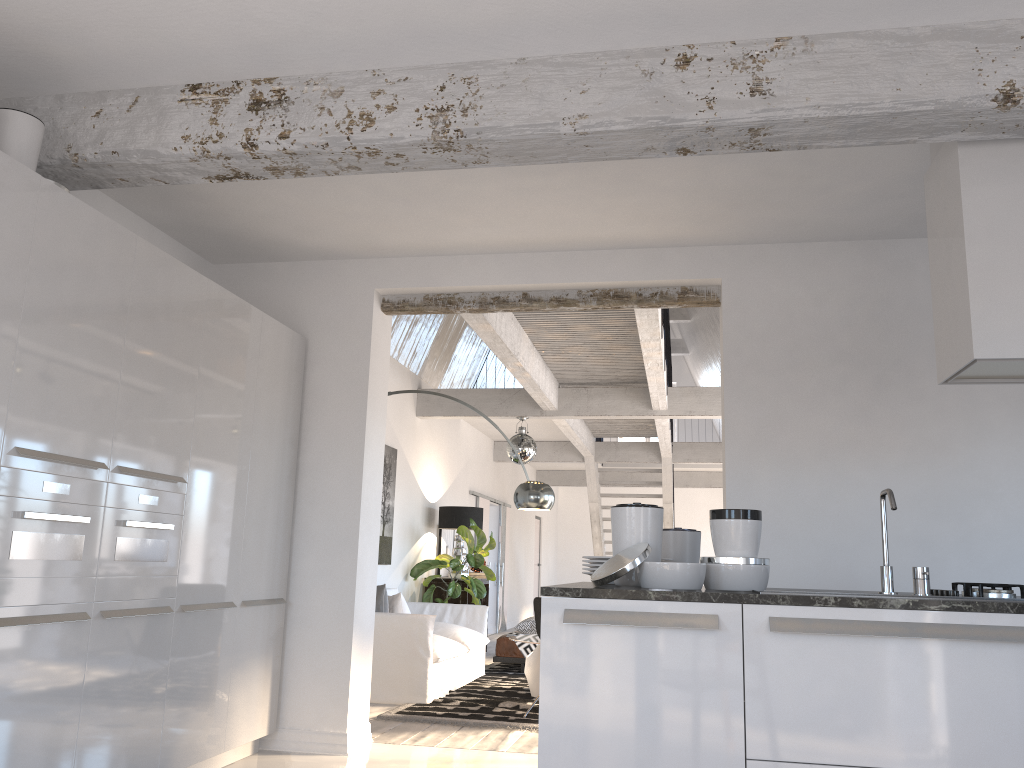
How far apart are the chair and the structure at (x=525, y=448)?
3.26m

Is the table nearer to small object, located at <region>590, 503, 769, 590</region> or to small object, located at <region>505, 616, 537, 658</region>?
small object, located at <region>505, 616, 537, 658</region>

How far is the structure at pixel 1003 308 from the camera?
3.14m

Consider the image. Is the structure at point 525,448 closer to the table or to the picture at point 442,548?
the picture at point 442,548

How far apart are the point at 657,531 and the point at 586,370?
6.0m

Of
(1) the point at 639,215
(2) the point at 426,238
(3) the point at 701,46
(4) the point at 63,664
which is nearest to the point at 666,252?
(1) the point at 639,215

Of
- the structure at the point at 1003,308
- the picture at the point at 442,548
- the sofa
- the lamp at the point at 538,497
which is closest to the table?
the sofa

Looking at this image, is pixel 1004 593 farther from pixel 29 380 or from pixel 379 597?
pixel 379 597

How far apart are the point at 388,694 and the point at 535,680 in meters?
1.2

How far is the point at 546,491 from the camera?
6.73m
